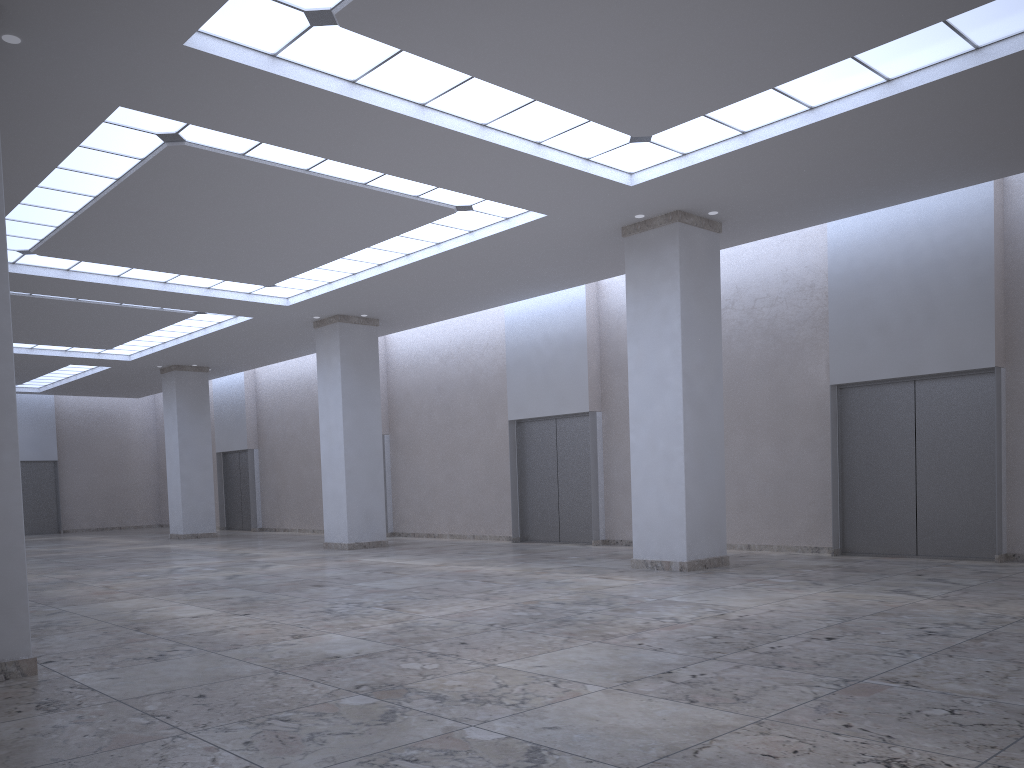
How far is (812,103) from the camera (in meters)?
32.67
